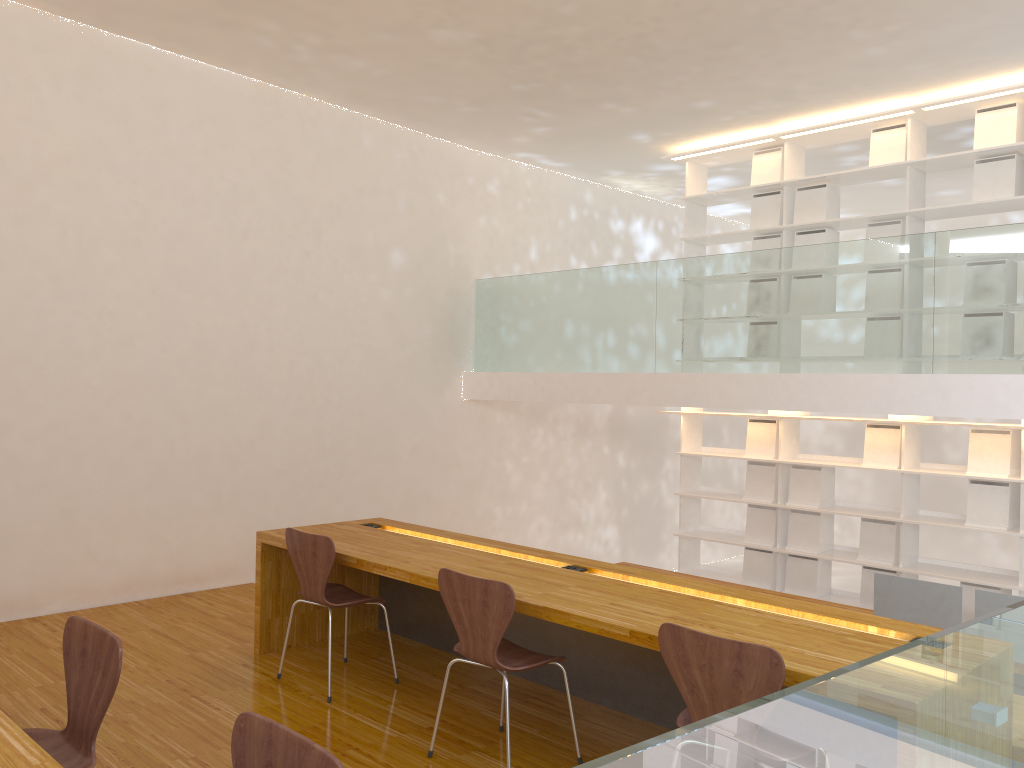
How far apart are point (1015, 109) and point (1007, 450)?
2.14m

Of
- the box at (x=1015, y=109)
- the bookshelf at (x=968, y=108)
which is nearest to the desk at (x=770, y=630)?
the bookshelf at (x=968, y=108)

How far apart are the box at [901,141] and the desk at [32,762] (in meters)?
6.00

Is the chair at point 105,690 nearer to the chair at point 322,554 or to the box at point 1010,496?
the chair at point 322,554

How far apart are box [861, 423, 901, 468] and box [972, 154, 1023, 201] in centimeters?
159cm

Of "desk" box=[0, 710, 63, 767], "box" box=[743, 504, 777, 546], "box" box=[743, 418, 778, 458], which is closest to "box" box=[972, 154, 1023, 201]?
"box" box=[743, 418, 778, 458]

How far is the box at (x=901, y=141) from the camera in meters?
6.0 m

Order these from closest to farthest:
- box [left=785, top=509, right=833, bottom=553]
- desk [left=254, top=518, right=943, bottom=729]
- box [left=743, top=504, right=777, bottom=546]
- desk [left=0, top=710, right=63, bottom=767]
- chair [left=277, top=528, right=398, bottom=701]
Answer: desk [left=0, top=710, right=63, bottom=767], desk [left=254, top=518, right=943, bottom=729], chair [left=277, top=528, right=398, bottom=701], box [left=785, top=509, right=833, bottom=553], box [left=743, top=504, right=777, bottom=546]

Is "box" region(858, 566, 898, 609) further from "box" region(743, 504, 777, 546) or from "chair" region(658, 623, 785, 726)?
"chair" region(658, 623, 785, 726)

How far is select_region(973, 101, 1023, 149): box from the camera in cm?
556
